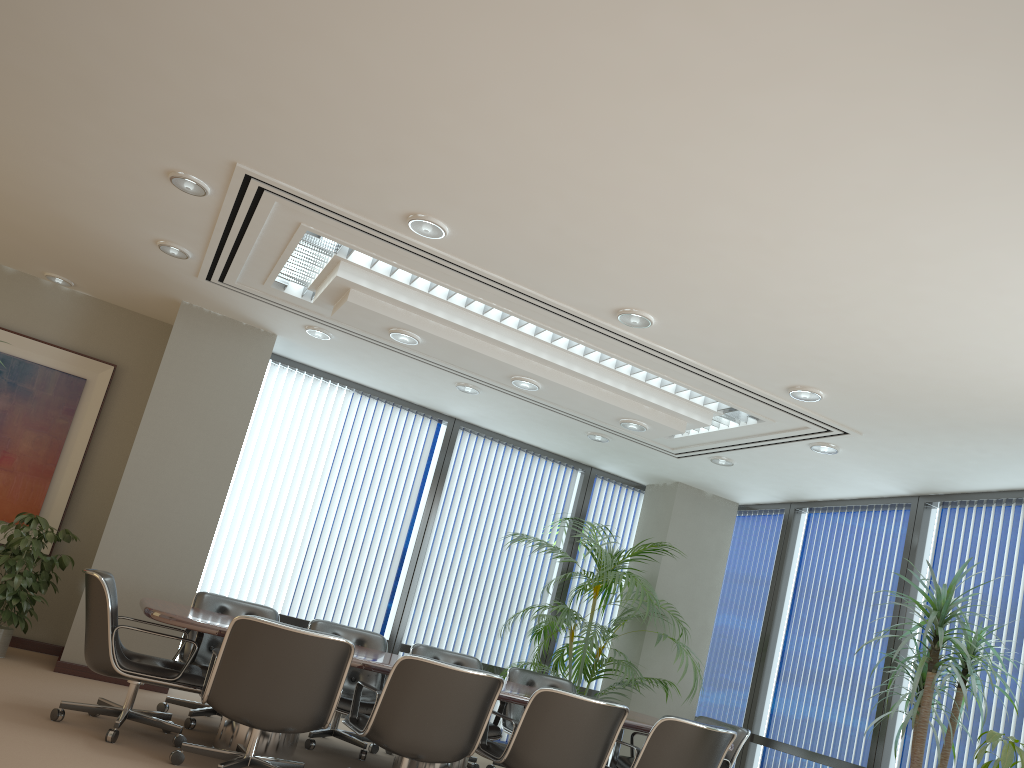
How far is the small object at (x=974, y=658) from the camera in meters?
5.6

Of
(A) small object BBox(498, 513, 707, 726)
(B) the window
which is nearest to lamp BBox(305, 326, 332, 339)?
(A) small object BBox(498, 513, 707, 726)

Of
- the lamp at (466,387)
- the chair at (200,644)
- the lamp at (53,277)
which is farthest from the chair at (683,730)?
the lamp at (53,277)

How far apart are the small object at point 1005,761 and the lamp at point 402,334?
4.11m

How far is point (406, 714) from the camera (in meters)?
4.57

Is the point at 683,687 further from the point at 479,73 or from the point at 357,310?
the point at 479,73

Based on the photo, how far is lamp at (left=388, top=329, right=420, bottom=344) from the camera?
5.96m

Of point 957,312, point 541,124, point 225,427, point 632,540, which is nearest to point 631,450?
point 632,540

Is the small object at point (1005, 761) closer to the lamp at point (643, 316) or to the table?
the table

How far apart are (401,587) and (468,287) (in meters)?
3.90
